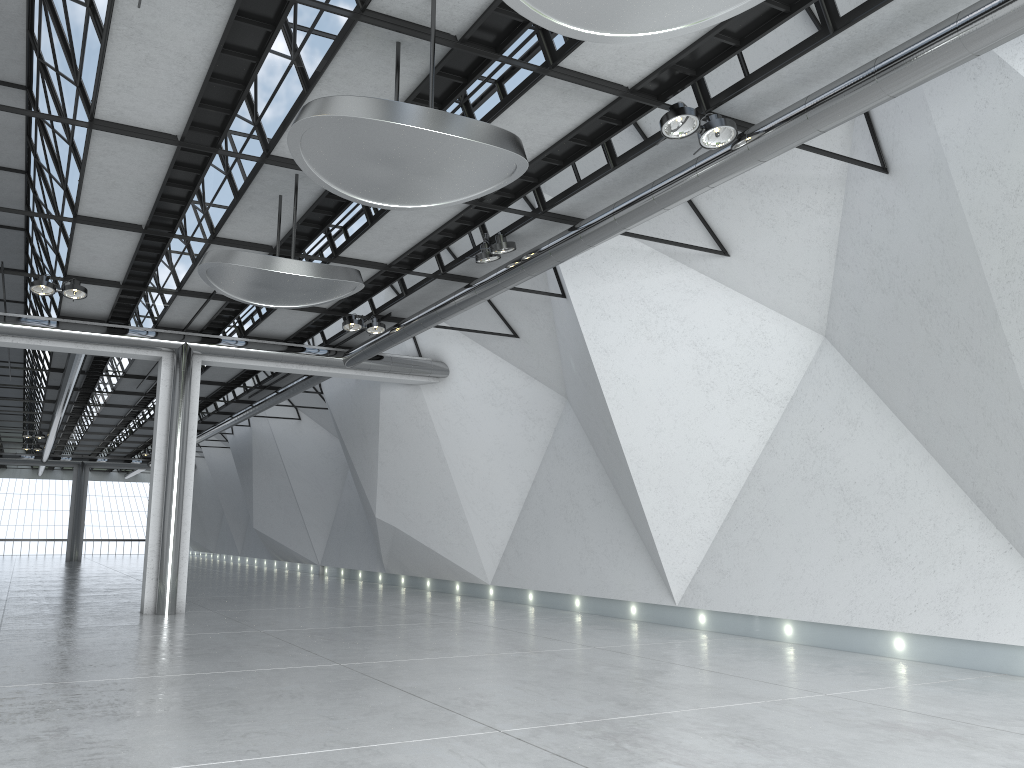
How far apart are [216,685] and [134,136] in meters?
31.3
